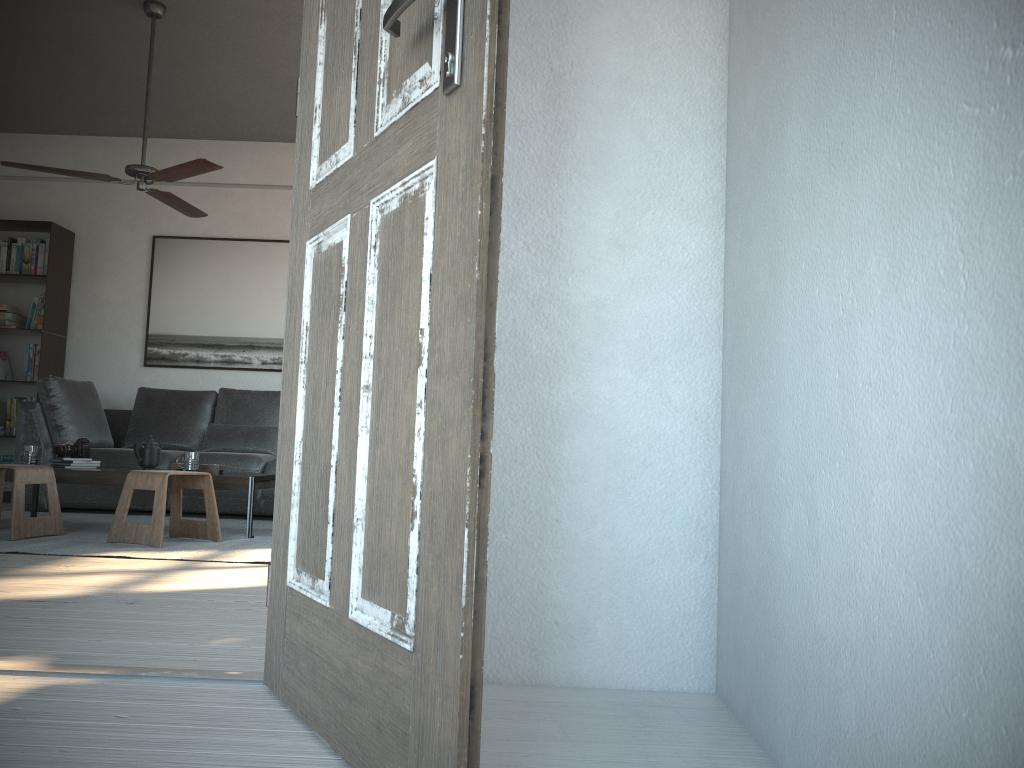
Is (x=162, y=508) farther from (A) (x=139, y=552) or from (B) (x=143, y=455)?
(B) (x=143, y=455)

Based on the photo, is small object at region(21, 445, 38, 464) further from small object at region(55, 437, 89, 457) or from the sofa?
the sofa

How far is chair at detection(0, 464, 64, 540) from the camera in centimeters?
413cm

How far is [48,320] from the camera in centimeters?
665cm

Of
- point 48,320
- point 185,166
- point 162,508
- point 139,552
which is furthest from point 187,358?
point 139,552

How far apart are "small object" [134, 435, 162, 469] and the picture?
2.08m

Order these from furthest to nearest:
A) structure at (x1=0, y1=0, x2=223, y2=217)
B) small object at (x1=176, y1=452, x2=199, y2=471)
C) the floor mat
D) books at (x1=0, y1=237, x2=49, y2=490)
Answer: books at (x1=0, y1=237, x2=49, y2=490)
small object at (x1=176, y1=452, x2=199, y2=471)
structure at (x1=0, y1=0, x2=223, y2=217)
the floor mat

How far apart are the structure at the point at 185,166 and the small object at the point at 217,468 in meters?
1.5

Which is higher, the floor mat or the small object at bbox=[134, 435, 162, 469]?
the small object at bbox=[134, 435, 162, 469]

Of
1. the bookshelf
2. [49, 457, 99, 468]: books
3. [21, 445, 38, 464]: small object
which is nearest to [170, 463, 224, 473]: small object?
[49, 457, 99, 468]: books
